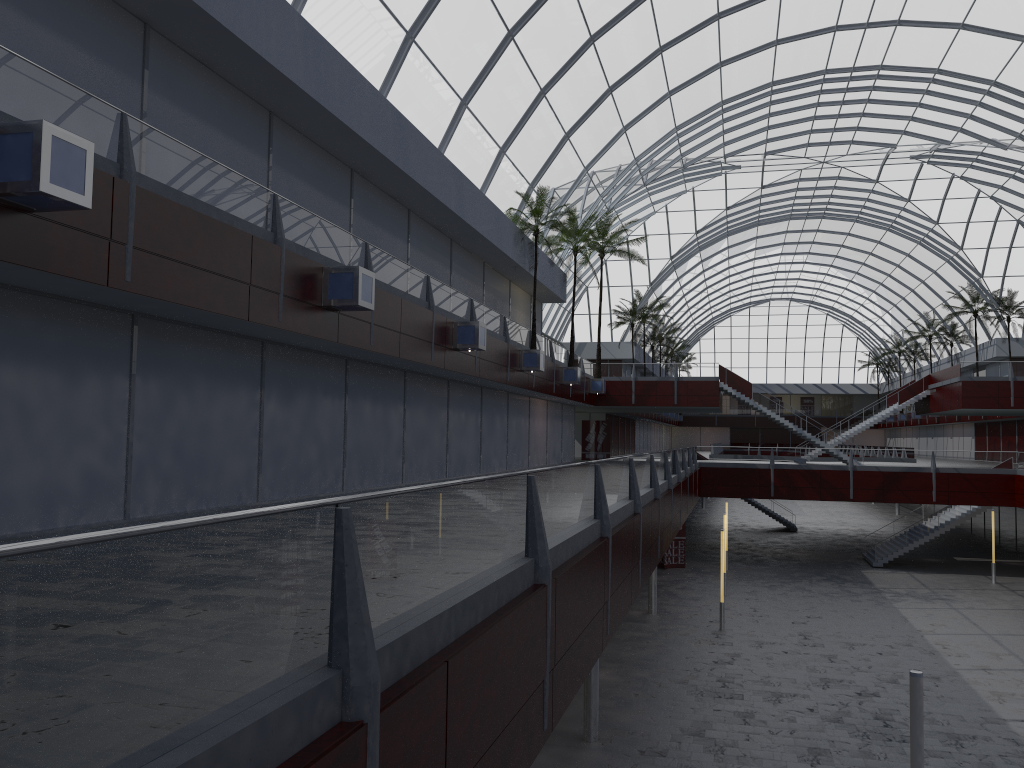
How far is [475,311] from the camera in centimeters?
3660cm

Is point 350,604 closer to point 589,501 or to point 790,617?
point 589,501
